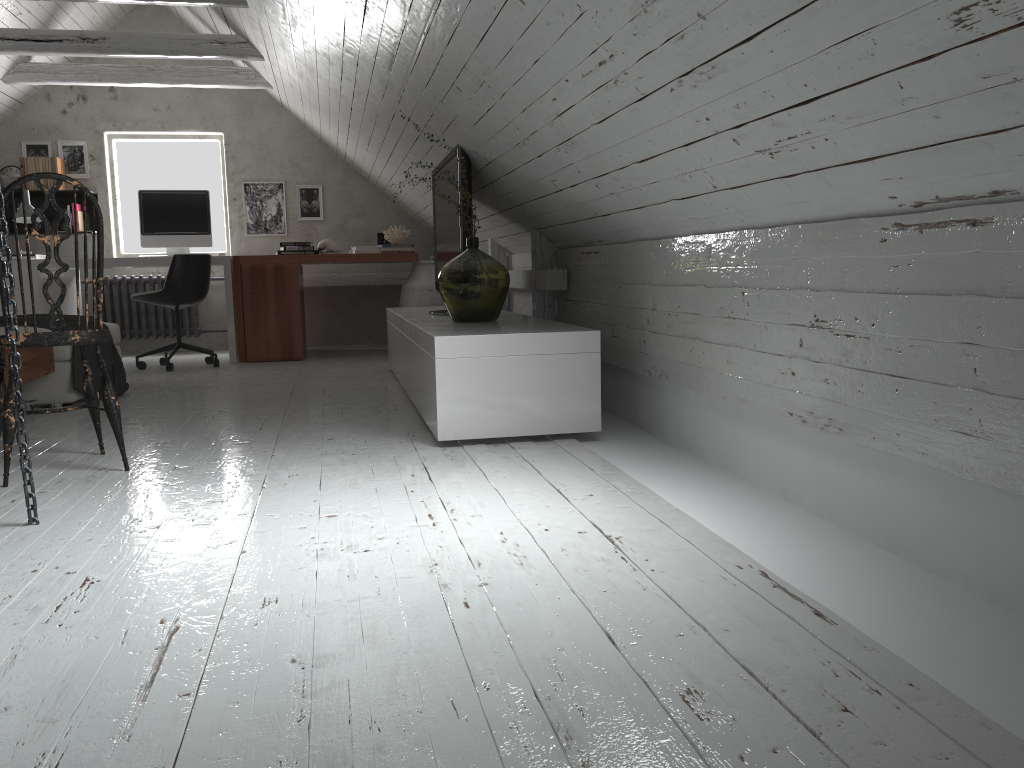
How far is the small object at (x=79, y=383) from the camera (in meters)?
4.21

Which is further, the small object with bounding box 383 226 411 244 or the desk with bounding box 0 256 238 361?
the small object with bounding box 383 226 411 244

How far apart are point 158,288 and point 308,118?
1.8m

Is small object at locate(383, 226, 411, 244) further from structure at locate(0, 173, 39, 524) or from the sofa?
structure at locate(0, 173, 39, 524)

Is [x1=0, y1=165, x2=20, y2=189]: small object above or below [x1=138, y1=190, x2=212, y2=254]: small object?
above

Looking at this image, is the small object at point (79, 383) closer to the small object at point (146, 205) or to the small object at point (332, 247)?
the small object at point (146, 205)

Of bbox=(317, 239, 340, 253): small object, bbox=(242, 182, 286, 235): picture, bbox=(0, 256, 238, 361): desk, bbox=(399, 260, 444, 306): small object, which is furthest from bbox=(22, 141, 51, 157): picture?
bbox=(399, 260, 444, 306): small object

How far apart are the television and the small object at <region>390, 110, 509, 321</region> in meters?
0.3

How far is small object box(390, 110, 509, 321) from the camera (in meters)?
3.72

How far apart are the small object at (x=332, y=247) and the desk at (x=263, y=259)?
0.39m
